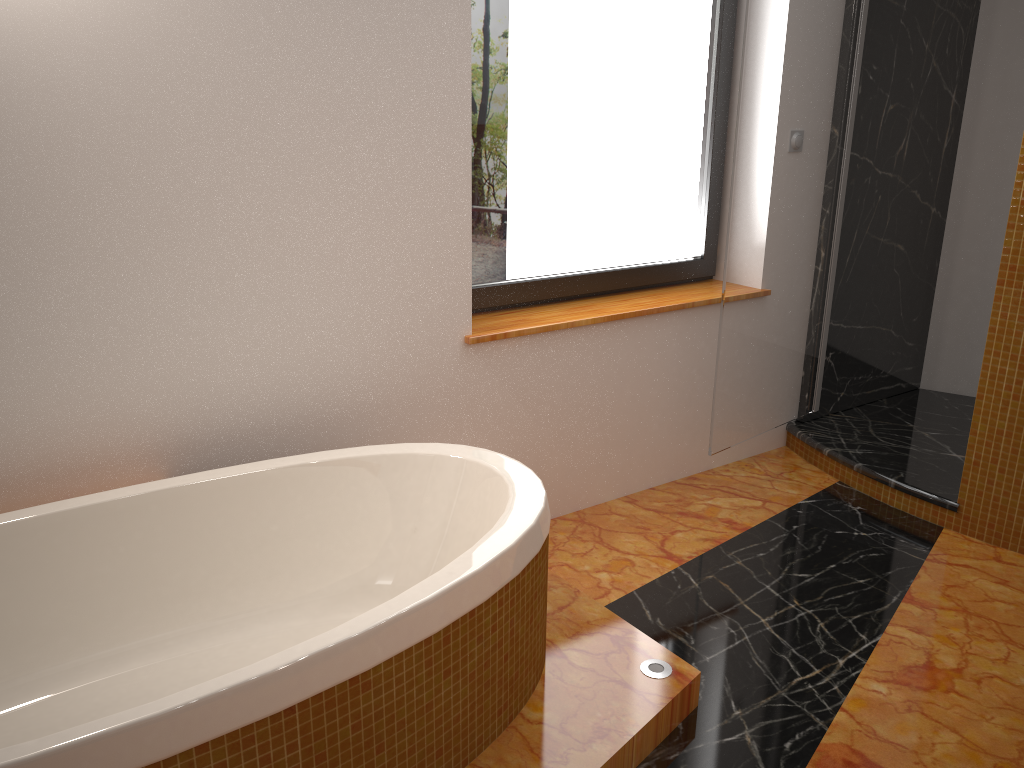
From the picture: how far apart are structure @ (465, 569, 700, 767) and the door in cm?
87

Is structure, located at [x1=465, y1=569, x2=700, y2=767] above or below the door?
below

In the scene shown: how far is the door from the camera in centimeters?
267cm

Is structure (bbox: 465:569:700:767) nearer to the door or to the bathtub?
the bathtub

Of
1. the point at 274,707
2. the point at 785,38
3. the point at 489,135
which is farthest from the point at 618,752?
the point at 785,38

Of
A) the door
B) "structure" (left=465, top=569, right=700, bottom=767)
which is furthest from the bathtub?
the door

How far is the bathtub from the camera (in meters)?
1.29

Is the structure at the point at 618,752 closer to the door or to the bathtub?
the bathtub

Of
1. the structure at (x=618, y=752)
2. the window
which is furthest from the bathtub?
the window

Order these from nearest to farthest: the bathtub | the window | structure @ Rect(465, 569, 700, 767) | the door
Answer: the bathtub < structure @ Rect(465, 569, 700, 767) < the window < the door
